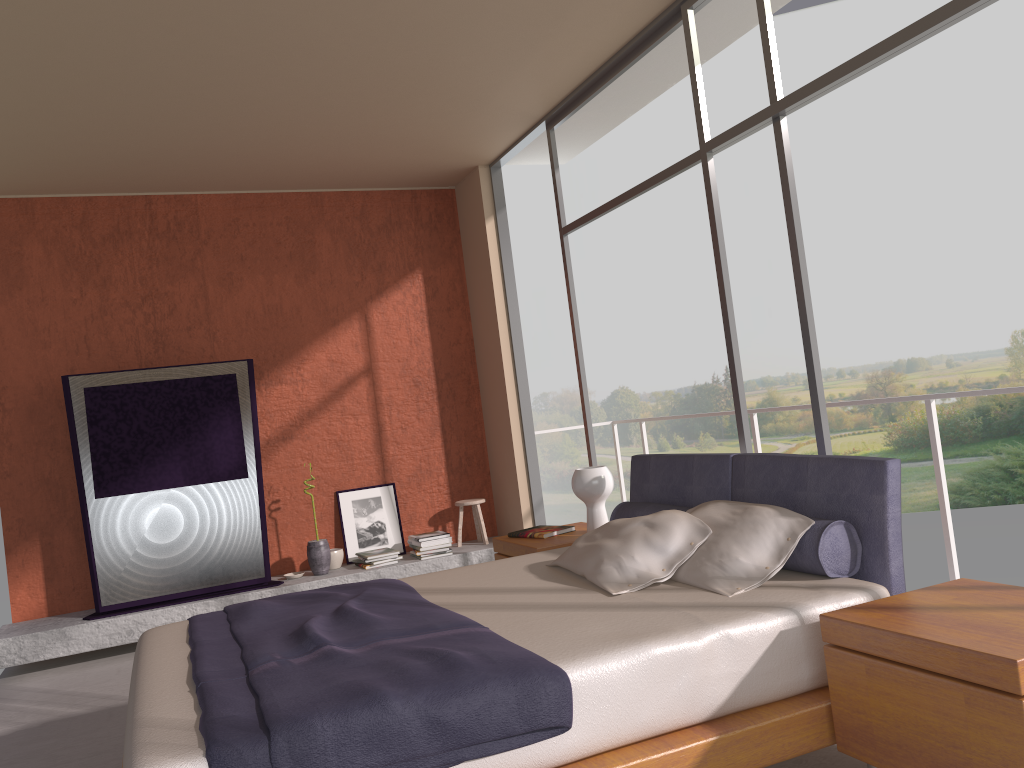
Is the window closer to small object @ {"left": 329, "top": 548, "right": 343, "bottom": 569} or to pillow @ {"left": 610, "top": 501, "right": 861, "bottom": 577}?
pillow @ {"left": 610, "top": 501, "right": 861, "bottom": 577}

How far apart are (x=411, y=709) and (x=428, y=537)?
4.38m

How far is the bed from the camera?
2.1 meters

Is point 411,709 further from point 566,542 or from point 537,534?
point 537,534

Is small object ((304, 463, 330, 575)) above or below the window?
below

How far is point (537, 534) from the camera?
4.7m

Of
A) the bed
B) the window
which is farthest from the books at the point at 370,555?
the bed

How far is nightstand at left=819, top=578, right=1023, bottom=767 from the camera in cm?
201

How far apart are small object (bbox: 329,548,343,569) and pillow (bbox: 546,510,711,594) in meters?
3.2 m

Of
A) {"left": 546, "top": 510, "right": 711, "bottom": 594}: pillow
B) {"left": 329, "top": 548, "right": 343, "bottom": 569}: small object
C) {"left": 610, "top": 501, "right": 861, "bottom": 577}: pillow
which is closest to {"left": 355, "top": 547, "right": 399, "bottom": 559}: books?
{"left": 329, "top": 548, "right": 343, "bottom": 569}: small object
